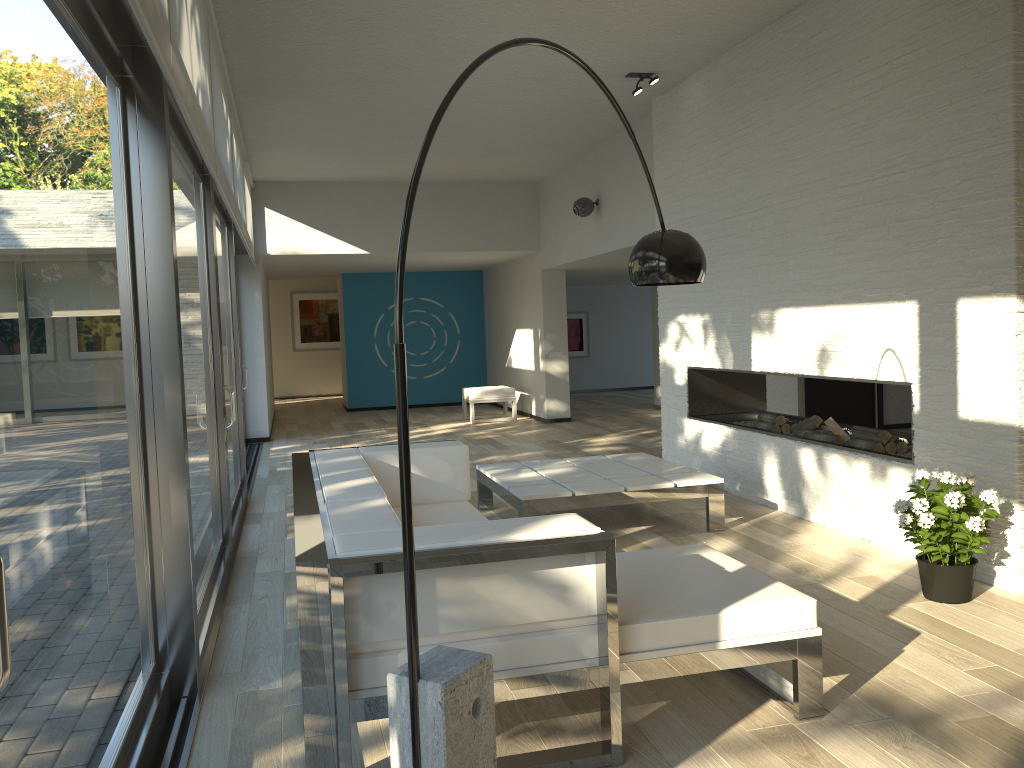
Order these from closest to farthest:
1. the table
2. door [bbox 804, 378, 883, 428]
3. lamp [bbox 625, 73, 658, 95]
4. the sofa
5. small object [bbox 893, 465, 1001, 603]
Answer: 1. the sofa
2. small object [bbox 893, 465, 1001, 603]
3. the table
4. lamp [bbox 625, 73, 658, 95]
5. door [bbox 804, 378, 883, 428]

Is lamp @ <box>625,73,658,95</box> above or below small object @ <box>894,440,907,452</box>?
above

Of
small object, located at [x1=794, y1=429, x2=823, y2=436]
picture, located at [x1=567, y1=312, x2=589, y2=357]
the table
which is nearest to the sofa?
the table

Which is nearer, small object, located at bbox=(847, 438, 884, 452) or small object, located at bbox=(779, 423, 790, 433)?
small object, located at bbox=(847, 438, 884, 452)

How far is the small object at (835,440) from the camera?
5.5m

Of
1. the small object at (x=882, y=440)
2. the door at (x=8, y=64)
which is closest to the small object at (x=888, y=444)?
the small object at (x=882, y=440)

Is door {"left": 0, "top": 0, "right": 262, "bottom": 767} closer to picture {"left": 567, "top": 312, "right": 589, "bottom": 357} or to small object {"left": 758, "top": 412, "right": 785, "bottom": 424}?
small object {"left": 758, "top": 412, "right": 785, "bottom": 424}

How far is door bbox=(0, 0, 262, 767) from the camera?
1.69m

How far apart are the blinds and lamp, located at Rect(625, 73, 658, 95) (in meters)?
2.86

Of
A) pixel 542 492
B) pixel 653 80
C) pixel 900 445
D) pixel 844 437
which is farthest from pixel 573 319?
pixel 542 492
